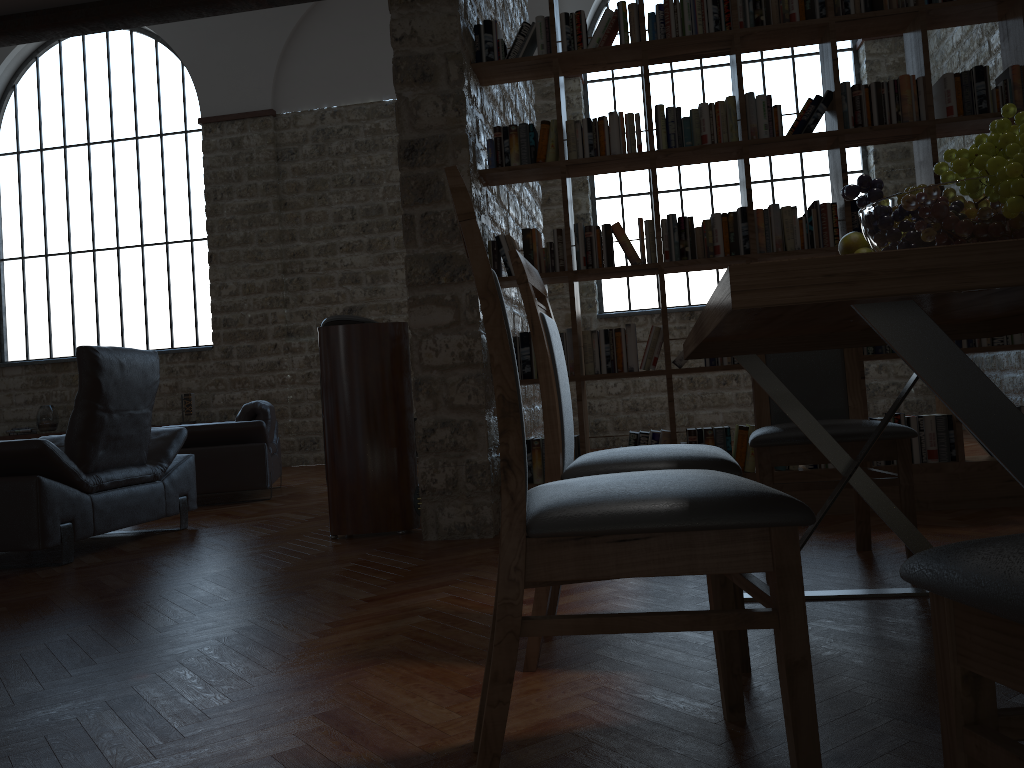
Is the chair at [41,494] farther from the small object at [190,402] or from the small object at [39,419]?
the small object at [39,419]

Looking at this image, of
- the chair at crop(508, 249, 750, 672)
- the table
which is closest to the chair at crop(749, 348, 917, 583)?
the table

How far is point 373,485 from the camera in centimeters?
440cm

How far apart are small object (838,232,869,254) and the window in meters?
8.2

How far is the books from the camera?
4.1 meters

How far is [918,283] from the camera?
1.0 meters

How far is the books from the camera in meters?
4.1 m

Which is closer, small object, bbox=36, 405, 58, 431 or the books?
the books

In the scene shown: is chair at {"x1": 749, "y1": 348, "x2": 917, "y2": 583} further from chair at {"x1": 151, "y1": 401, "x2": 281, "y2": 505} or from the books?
chair at {"x1": 151, "y1": 401, "x2": 281, "y2": 505}

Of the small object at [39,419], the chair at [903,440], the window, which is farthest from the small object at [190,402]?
the chair at [903,440]
